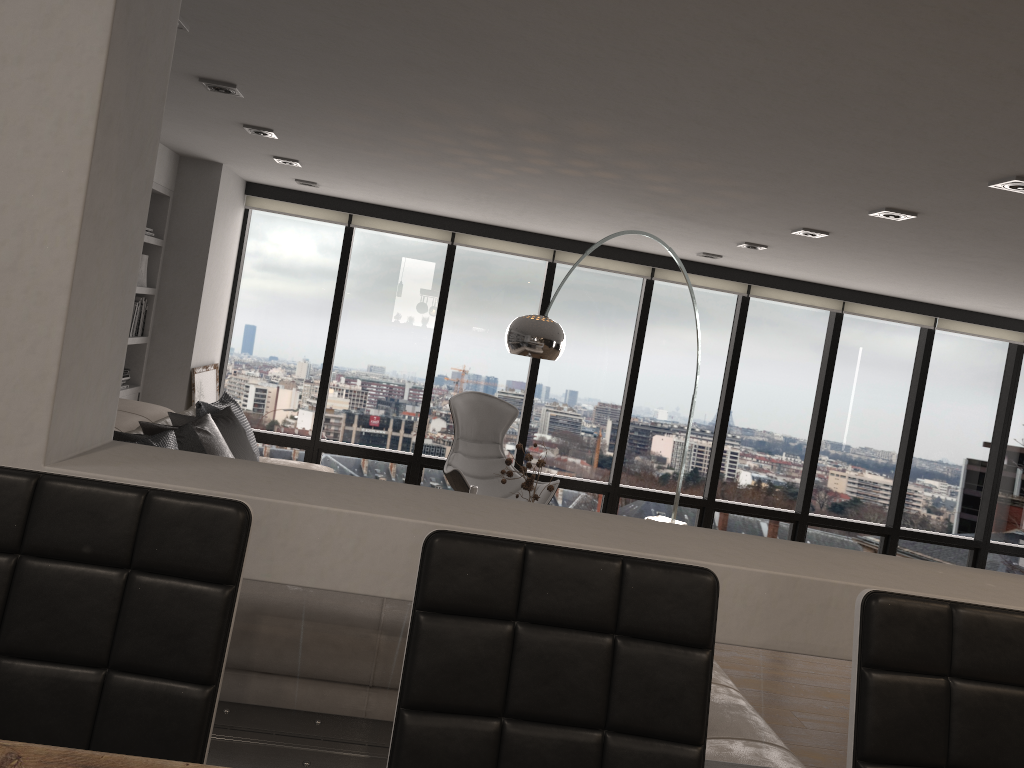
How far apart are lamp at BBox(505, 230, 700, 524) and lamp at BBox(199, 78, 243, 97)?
1.7m

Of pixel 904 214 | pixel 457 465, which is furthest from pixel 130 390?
pixel 904 214

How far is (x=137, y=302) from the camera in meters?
6.0 m

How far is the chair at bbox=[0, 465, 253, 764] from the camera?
1.1 meters

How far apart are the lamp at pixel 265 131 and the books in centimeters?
189cm

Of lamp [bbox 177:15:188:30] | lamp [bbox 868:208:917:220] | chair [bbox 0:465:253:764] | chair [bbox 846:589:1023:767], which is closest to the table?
chair [bbox 0:465:253:764]

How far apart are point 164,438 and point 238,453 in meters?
1.0

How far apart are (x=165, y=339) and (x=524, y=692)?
5.6m

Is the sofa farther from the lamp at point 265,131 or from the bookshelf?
the lamp at point 265,131

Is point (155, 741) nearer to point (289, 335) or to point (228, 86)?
point (228, 86)
